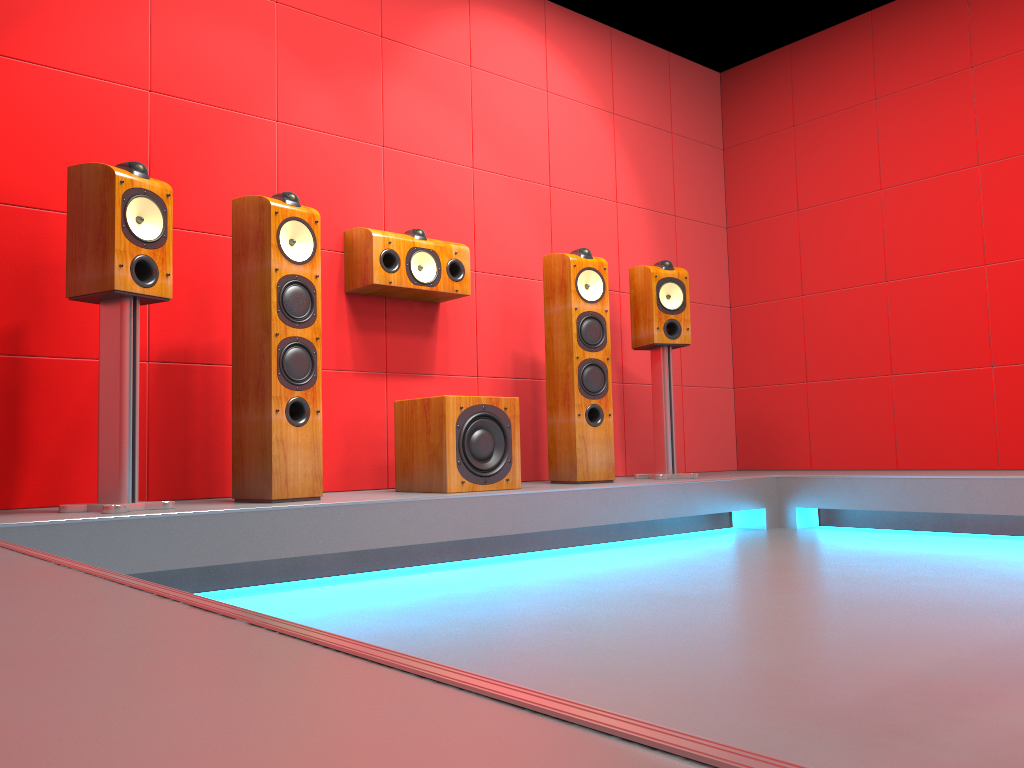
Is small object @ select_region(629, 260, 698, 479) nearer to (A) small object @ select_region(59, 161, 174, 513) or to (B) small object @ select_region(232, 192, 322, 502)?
(B) small object @ select_region(232, 192, 322, 502)

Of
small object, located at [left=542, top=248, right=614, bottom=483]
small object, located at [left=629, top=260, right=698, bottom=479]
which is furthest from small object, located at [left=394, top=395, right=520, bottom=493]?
small object, located at [left=629, top=260, right=698, bottom=479]

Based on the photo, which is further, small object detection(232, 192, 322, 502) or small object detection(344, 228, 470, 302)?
small object detection(344, 228, 470, 302)

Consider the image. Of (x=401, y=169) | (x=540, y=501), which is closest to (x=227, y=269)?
(x=401, y=169)

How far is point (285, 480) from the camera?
2.89m

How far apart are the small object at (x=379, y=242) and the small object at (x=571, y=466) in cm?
40

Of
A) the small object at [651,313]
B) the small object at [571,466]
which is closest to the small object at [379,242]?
the small object at [571,466]

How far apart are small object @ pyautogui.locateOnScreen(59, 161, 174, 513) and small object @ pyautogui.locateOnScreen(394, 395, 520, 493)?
1.0m

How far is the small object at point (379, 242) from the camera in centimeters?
358cm

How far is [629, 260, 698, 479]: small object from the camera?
4.23m
